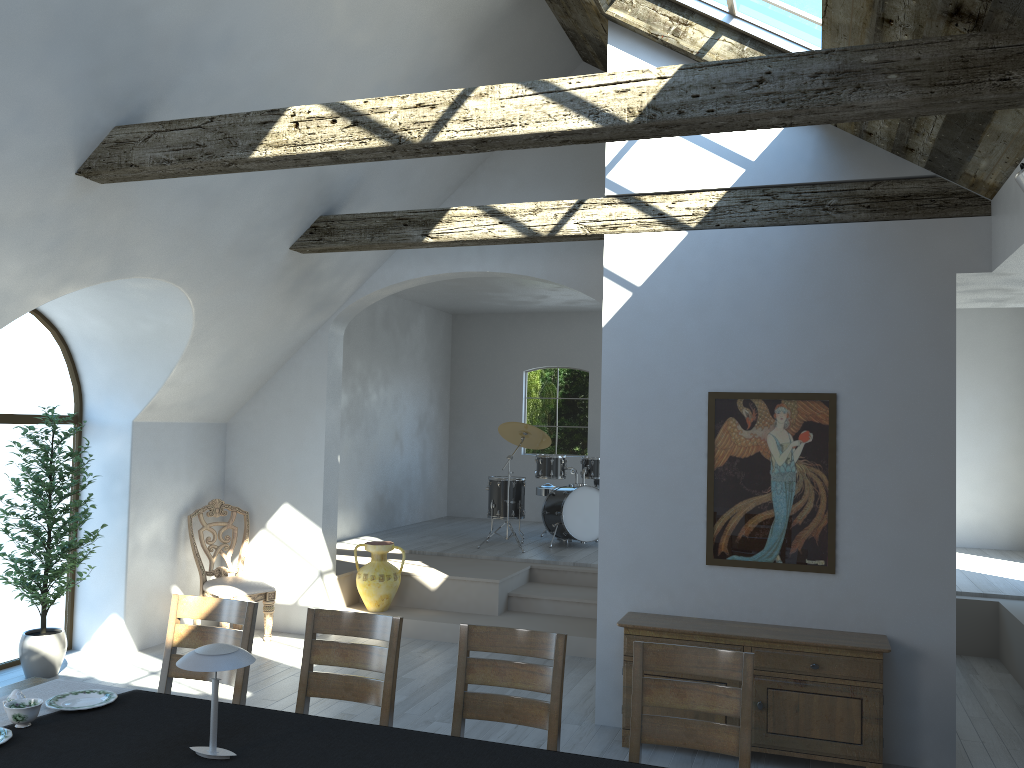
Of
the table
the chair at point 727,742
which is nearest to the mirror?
the chair at point 727,742

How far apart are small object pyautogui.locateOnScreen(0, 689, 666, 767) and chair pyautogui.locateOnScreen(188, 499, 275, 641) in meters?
3.7 m

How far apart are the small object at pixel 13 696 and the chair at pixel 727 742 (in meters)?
2.30

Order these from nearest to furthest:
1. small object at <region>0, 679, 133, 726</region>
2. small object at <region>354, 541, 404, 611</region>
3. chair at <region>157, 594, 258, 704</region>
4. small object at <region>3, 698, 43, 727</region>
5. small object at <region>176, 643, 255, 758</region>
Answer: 1. small object at <region>176, 643, 255, 758</region>
2. small object at <region>3, 698, 43, 727</region>
3. small object at <region>0, 679, 133, 726</region>
4. chair at <region>157, 594, 258, 704</region>
5. small object at <region>354, 541, 404, 611</region>

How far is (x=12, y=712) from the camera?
3.1m

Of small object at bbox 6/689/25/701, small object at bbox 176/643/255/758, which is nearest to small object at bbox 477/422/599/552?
small object at bbox 6/689/25/701

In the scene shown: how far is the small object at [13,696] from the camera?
3.25m

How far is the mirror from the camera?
5.2 meters

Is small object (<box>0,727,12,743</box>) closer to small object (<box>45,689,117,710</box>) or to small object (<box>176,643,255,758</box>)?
small object (<box>45,689,117,710</box>)

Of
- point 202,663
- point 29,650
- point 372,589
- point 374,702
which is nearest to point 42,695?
point 202,663
